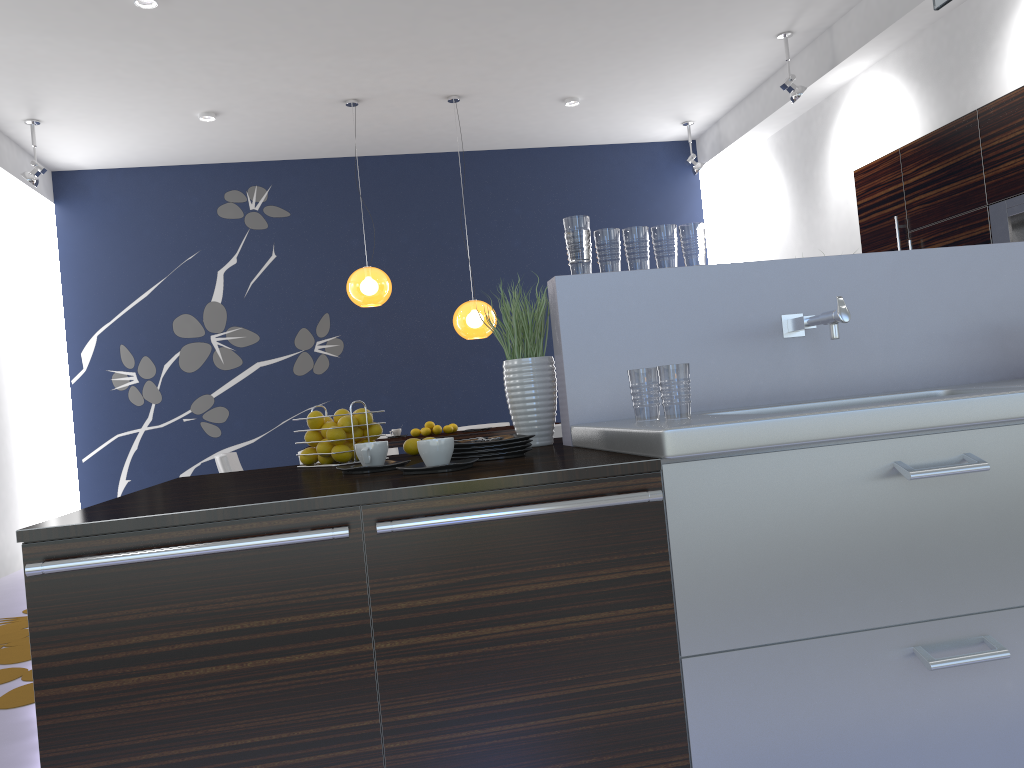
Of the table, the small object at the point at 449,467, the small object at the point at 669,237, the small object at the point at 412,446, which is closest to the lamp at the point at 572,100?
the table

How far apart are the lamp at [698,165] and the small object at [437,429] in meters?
3.7

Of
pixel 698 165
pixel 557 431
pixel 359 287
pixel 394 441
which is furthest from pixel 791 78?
pixel 394 441

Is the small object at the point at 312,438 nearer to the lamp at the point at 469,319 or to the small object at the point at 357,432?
the small object at the point at 357,432

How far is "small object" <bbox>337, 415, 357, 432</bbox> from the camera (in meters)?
2.47

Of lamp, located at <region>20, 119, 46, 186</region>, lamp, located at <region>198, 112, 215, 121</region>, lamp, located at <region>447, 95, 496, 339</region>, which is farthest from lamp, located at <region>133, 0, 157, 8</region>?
lamp, located at <region>447, 95, 496, 339</region>

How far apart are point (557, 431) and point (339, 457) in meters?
3.6 m

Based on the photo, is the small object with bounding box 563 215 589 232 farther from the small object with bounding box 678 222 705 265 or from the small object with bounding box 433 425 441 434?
the small object with bounding box 433 425 441 434

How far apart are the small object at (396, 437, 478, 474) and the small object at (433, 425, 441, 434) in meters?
5.1 m

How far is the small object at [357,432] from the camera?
2.52m
